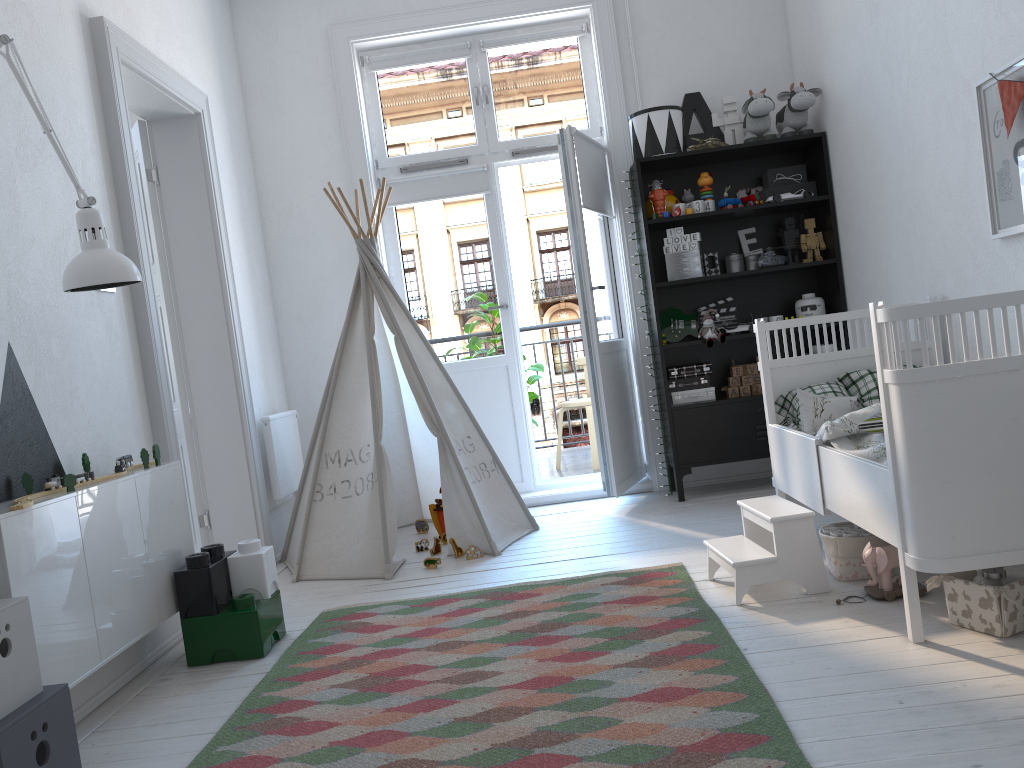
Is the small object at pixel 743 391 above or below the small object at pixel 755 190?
below

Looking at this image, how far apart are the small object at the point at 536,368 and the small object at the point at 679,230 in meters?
1.6

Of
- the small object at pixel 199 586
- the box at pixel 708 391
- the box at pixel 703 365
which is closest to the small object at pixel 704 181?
the box at pixel 703 365

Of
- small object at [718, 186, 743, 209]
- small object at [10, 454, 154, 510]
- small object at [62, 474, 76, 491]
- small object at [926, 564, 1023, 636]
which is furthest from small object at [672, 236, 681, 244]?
small object at [62, 474, 76, 491]

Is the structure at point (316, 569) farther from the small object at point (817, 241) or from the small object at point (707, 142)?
the small object at point (817, 241)

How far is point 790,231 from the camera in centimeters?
445cm

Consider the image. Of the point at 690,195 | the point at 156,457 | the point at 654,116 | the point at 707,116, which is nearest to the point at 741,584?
the point at 156,457

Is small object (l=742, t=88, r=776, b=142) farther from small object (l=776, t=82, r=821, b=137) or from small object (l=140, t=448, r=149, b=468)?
small object (l=140, t=448, r=149, b=468)

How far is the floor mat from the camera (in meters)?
1.82

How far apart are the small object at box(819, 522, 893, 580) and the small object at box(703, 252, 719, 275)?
2.0m
